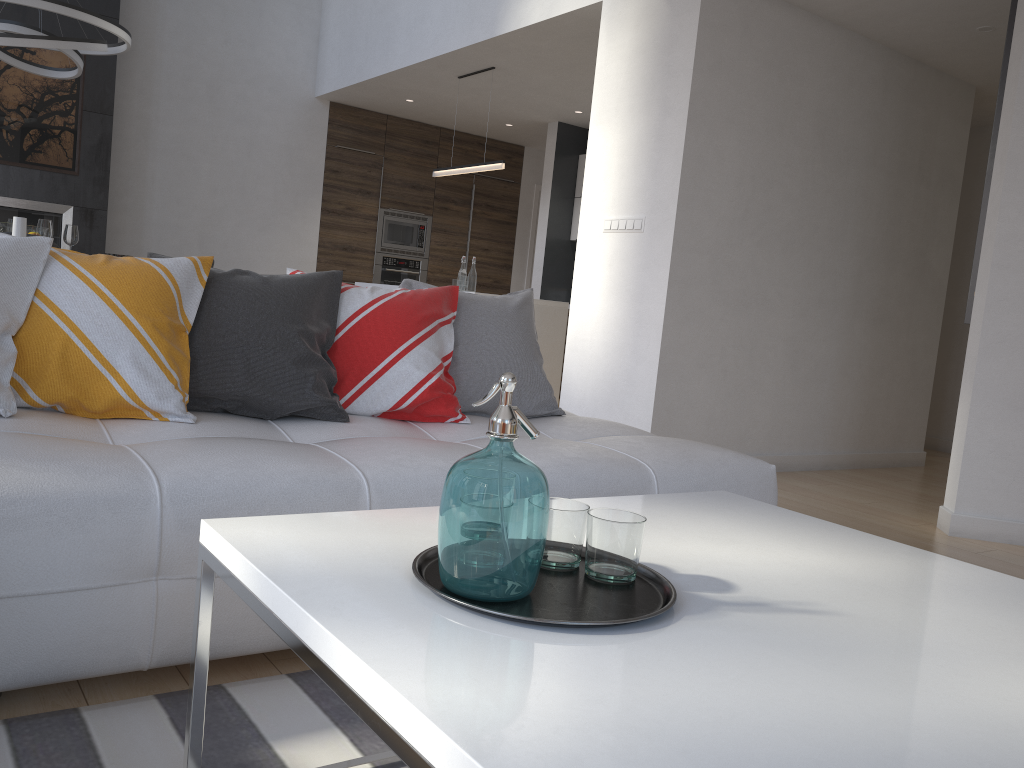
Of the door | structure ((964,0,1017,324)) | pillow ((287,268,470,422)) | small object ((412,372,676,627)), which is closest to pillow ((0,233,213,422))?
pillow ((287,268,470,422))

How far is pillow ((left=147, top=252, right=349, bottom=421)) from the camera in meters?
2.2

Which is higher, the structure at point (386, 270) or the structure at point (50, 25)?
the structure at point (50, 25)

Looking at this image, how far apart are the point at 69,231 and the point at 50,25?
2.41m

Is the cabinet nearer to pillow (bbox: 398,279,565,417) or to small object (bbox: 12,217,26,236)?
pillow (bbox: 398,279,565,417)

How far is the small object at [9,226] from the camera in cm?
493

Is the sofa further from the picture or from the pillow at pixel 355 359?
the picture

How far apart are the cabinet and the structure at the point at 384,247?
0.1 meters

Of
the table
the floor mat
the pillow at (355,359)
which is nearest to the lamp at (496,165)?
the pillow at (355,359)

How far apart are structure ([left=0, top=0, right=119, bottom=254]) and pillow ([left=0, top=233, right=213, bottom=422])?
5.2 meters
